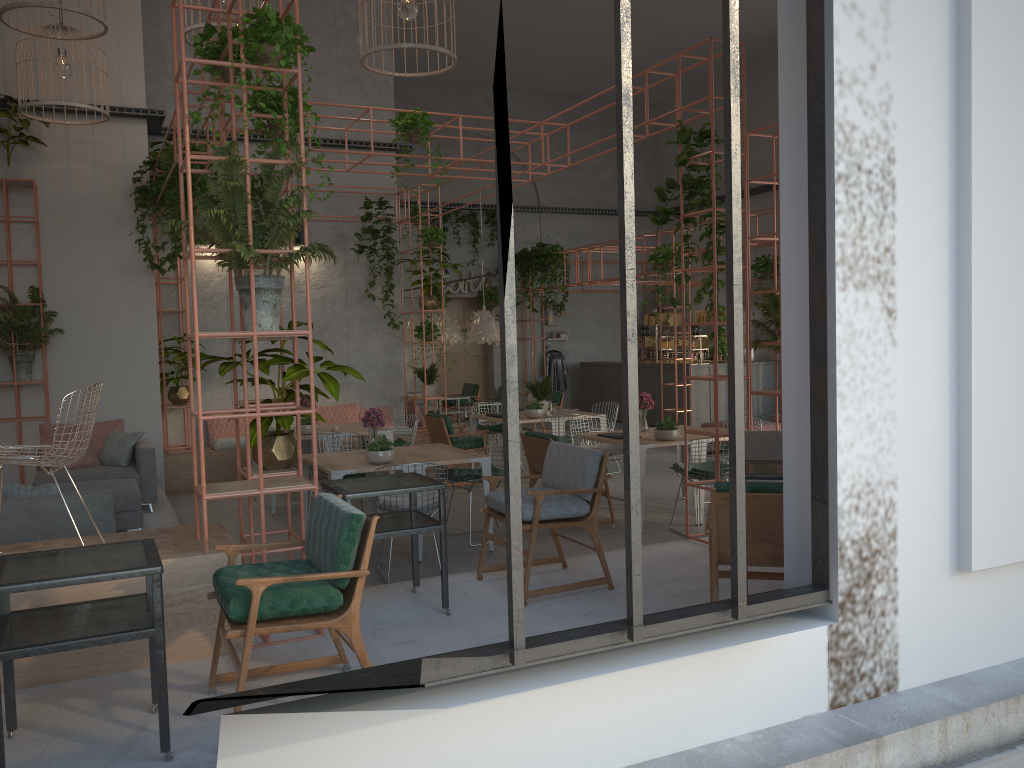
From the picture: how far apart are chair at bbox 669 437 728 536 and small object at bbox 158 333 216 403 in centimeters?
645cm

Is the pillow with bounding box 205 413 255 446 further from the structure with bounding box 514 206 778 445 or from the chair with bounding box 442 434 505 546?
the structure with bounding box 514 206 778 445

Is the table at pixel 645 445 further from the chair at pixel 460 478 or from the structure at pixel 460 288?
the structure at pixel 460 288

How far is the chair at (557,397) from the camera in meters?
14.8

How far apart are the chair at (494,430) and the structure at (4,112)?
6.52m

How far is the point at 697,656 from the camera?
3.6 meters

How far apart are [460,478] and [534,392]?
3.6 meters

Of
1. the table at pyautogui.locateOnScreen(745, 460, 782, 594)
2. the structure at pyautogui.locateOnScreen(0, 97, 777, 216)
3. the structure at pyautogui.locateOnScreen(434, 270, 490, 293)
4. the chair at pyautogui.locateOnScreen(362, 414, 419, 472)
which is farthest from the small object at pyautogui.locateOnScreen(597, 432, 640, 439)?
the structure at pyautogui.locateOnScreen(434, 270, 490, 293)

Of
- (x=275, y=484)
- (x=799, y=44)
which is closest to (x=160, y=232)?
(x=275, y=484)

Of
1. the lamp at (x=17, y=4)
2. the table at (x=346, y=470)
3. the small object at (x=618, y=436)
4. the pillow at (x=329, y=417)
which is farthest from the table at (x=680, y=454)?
the lamp at (x=17, y=4)
